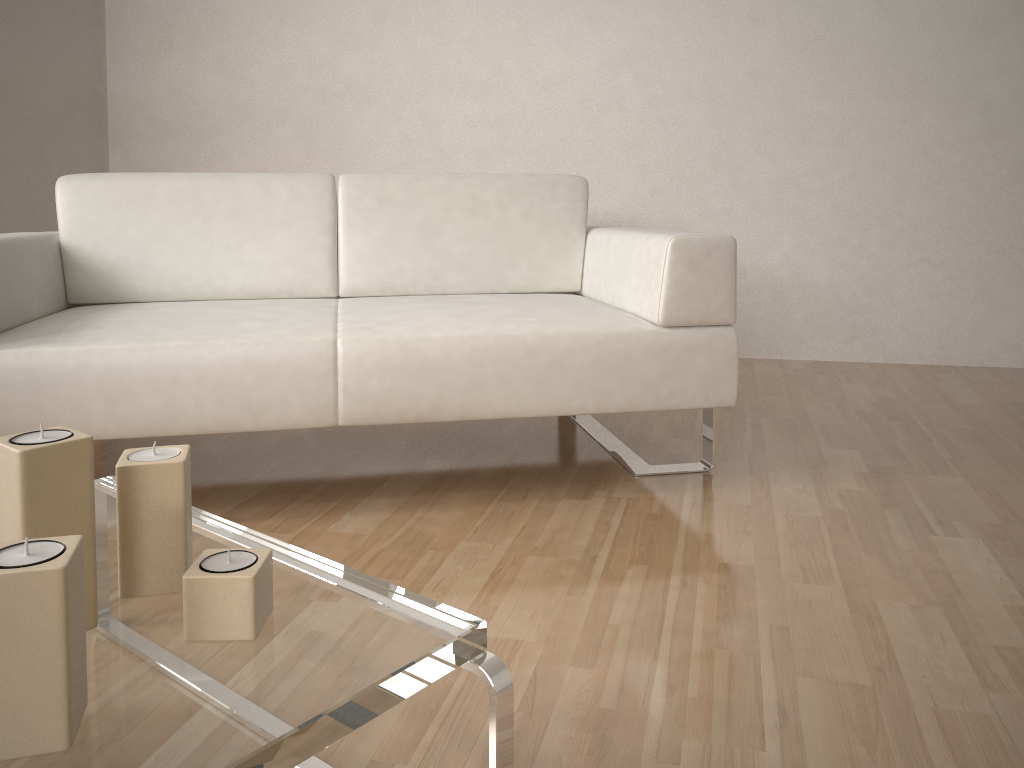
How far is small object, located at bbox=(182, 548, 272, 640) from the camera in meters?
0.8

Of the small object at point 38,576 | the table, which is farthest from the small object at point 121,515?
the small object at point 38,576

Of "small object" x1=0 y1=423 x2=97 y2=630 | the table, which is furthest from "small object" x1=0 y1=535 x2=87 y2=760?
"small object" x1=0 y1=423 x2=97 y2=630

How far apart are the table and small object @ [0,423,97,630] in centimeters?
1cm

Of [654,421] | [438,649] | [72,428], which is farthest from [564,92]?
[438,649]

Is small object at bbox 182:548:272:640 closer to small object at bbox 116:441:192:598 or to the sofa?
small object at bbox 116:441:192:598

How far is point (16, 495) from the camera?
0.79m

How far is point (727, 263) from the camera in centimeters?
193cm

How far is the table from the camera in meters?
0.7 m

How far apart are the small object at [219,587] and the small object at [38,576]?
0.1m
